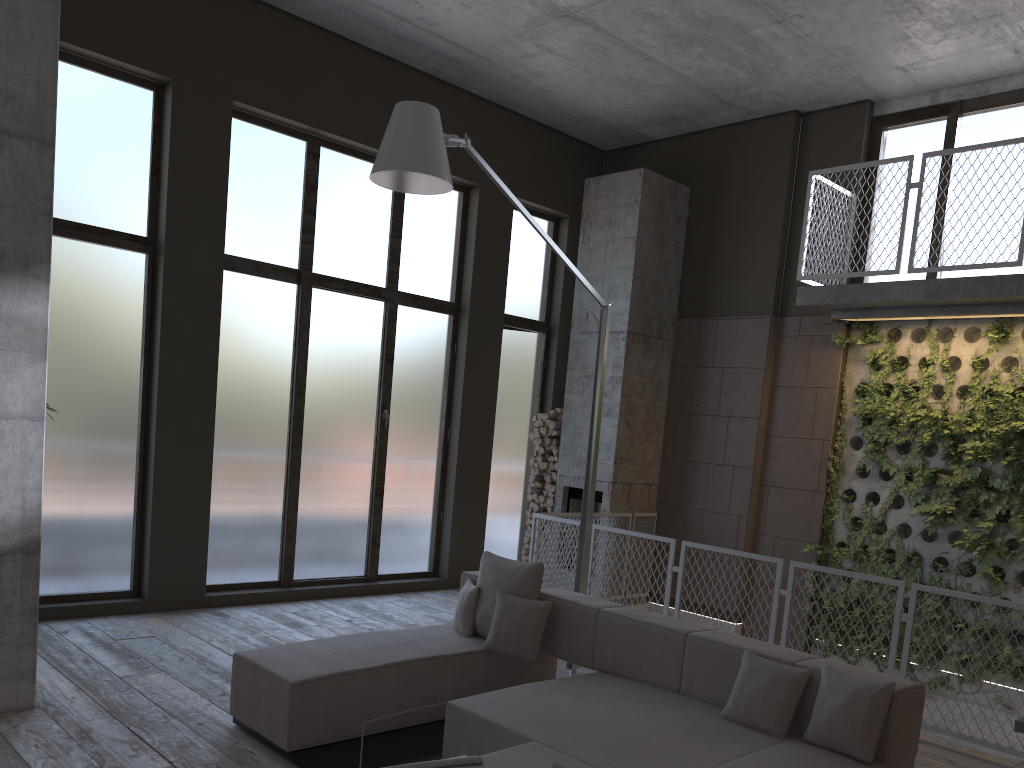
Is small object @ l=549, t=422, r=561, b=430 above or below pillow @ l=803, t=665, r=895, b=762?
above

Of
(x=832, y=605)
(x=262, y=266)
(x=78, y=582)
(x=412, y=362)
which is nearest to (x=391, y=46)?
(x=262, y=266)

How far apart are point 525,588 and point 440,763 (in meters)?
2.05

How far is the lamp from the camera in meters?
4.7 m

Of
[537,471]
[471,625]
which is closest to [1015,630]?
[537,471]

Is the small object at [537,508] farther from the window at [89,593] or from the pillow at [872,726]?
the pillow at [872,726]

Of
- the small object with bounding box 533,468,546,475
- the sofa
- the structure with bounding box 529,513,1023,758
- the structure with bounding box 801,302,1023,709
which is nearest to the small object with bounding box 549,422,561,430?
the small object with bounding box 533,468,546,475

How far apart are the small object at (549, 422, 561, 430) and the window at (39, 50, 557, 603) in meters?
0.6 m

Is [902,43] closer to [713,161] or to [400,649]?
[713,161]

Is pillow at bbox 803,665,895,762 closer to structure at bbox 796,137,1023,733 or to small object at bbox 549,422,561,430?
structure at bbox 796,137,1023,733
